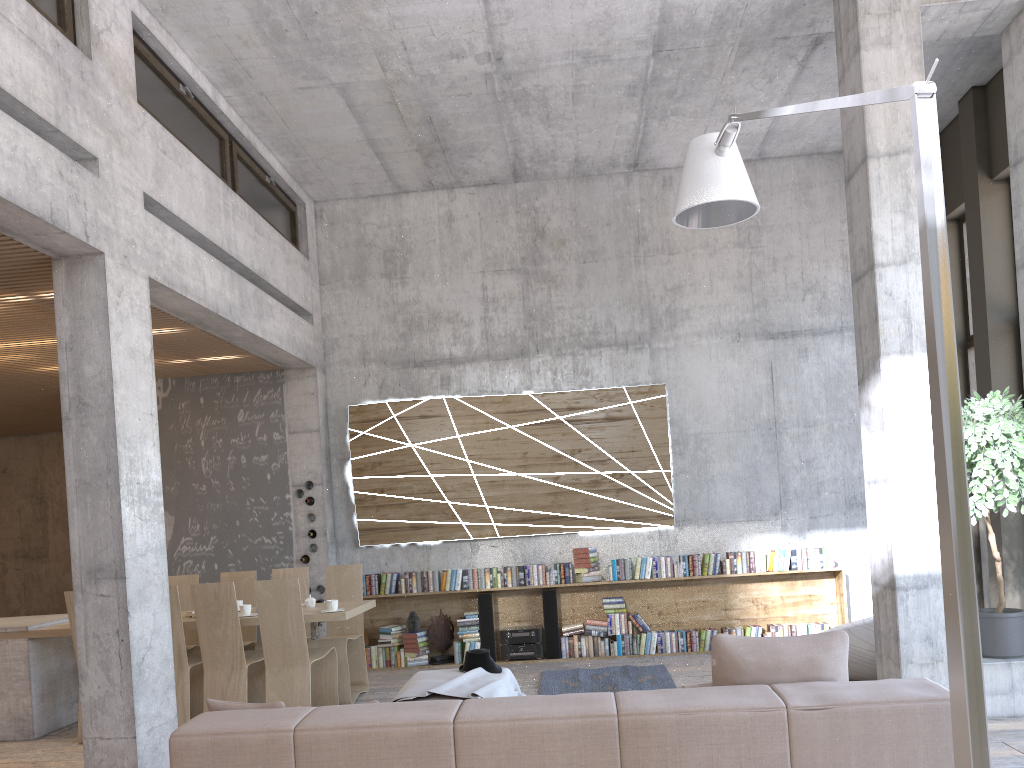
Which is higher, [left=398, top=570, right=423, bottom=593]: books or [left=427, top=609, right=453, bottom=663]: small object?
[left=398, top=570, right=423, bottom=593]: books

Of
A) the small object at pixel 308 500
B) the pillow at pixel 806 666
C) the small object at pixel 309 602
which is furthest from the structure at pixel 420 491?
the pillow at pixel 806 666

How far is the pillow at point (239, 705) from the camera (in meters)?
3.59

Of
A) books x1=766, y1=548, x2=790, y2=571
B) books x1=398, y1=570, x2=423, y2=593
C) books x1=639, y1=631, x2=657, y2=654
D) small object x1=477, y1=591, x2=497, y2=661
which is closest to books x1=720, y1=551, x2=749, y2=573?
books x1=766, y1=548, x2=790, y2=571

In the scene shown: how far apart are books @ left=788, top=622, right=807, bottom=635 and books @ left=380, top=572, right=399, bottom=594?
4.06m

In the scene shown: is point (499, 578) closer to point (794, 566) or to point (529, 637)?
point (529, 637)

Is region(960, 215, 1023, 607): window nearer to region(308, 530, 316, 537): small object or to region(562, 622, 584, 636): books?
region(562, 622, 584, 636): books

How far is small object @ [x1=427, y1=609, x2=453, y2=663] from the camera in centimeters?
902cm

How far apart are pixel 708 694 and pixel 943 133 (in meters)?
7.89

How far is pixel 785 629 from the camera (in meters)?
8.77
